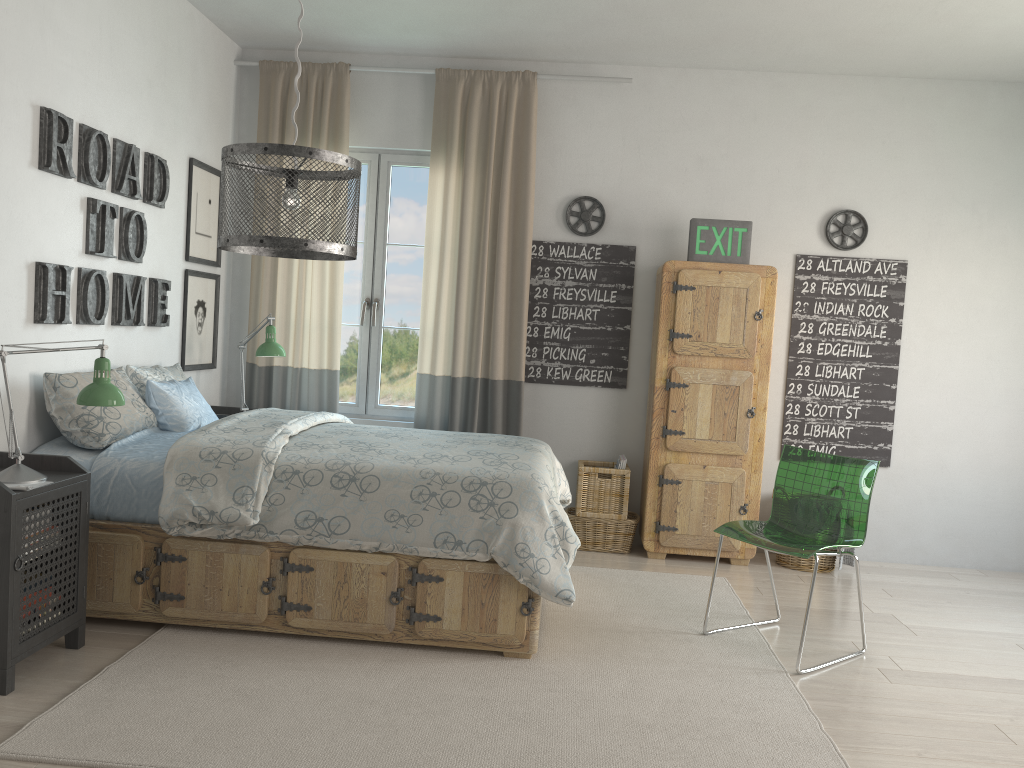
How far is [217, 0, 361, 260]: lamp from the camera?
2.3 meters

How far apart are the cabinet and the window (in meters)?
1.37

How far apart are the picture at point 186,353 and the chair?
Result: 2.8 meters

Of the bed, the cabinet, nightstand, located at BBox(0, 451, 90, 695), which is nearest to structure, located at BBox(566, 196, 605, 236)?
the cabinet

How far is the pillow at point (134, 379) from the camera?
3.8 meters

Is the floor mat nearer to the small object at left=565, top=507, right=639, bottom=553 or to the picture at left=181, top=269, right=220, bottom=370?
the small object at left=565, top=507, right=639, bottom=553

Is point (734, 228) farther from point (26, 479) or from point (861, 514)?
point (26, 479)

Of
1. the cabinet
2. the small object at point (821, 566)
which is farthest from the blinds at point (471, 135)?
the small object at point (821, 566)

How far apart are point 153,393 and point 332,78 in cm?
219

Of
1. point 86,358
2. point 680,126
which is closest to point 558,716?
point 86,358
